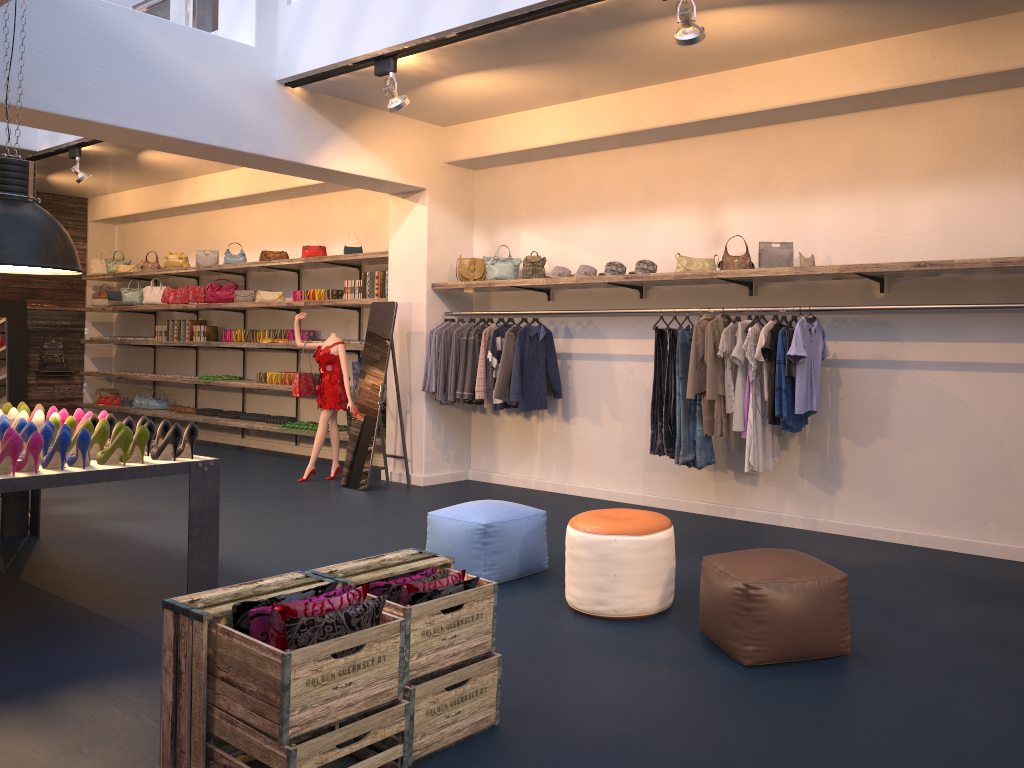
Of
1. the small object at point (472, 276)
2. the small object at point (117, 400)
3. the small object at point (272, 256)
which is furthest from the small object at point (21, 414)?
the small object at point (117, 400)

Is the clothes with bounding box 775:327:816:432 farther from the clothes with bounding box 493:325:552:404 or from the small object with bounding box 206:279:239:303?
the small object with bounding box 206:279:239:303

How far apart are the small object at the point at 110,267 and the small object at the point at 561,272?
8.8m

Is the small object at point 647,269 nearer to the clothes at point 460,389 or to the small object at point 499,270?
the small object at point 499,270

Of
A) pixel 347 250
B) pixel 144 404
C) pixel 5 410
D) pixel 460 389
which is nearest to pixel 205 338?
pixel 144 404

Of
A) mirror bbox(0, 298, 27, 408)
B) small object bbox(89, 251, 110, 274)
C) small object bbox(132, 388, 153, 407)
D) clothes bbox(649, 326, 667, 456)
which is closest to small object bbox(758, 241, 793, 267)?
clothes bbox(649, 326, 667, 456)

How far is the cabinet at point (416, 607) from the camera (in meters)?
2.99

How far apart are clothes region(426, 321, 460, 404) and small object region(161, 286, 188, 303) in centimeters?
559cm

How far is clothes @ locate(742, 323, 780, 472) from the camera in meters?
6.1

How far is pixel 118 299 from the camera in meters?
13.6
